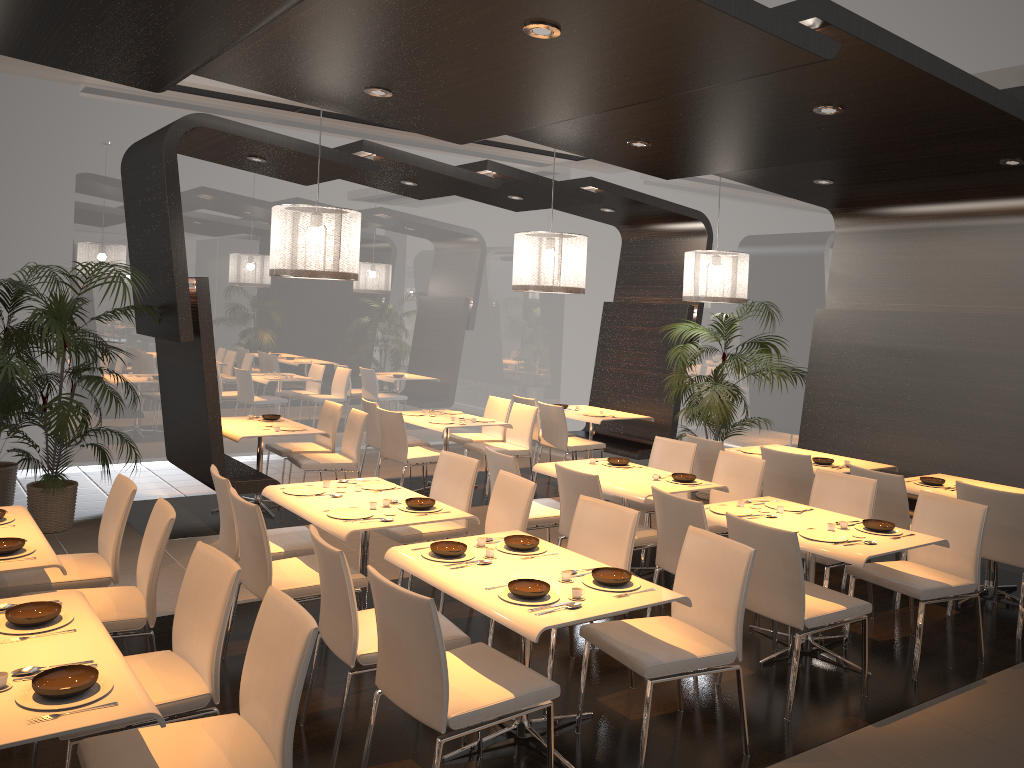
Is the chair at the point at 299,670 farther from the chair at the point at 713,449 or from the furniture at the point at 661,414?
the furniture at the point at 661,414

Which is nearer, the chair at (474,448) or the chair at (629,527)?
the chair at (629,527)

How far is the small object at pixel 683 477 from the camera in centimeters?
596cm

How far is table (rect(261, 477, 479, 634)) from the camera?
4.5 meters

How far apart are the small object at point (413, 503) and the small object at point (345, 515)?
0.1 meters

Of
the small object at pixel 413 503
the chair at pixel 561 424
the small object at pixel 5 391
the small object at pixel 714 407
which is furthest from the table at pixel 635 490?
the small object at pixel 5 391

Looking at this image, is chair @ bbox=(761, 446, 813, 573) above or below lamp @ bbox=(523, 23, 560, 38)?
below

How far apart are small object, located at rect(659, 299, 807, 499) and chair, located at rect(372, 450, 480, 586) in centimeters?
323cm

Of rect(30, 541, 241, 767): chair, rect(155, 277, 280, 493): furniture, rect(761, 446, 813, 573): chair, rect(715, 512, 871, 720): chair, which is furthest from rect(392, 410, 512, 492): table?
rect(30, 541, 241, 767): chair

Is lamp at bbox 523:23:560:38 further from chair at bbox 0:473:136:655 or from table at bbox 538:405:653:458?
table at bbox 538:405:653:458
